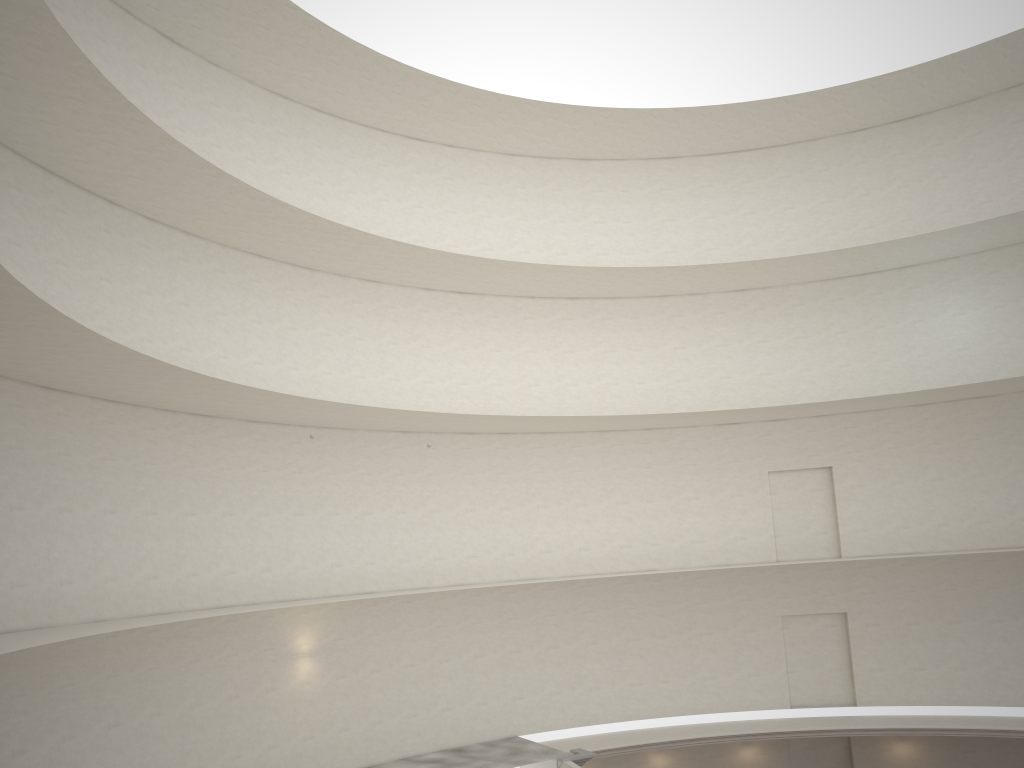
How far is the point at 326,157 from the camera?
23.6 meters

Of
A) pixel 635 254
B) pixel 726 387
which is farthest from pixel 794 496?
pixel 635 254
